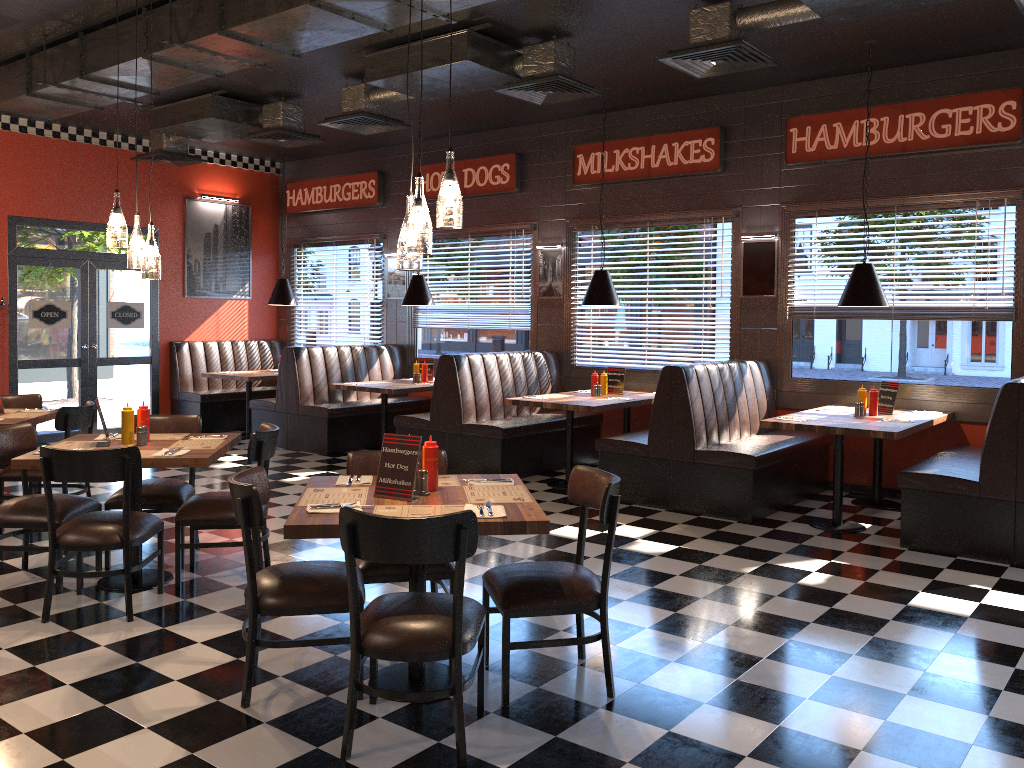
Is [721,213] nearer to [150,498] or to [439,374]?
[439,374]

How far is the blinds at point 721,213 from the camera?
8.4 meters

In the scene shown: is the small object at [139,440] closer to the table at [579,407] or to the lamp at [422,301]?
the table at [579,407]

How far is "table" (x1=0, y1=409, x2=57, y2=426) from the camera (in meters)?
5.96

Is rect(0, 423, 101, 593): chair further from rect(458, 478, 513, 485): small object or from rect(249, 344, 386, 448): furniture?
rect(249, 344, 386, 448): furniture

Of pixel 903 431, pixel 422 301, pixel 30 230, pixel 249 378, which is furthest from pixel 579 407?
pixel 30 230

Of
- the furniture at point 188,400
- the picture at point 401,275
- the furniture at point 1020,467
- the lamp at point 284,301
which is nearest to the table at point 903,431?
the furniture at point 1020,467

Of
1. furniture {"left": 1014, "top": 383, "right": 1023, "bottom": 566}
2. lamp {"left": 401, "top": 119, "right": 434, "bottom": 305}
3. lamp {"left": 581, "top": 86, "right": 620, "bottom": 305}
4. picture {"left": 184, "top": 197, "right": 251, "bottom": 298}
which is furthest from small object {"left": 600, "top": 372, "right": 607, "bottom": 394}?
picture {"left": 184, "top": 197, "right": 251, "bottom": 298}

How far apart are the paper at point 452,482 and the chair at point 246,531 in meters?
0.6

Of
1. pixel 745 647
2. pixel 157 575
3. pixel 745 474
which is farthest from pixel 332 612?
pixel 745 474
